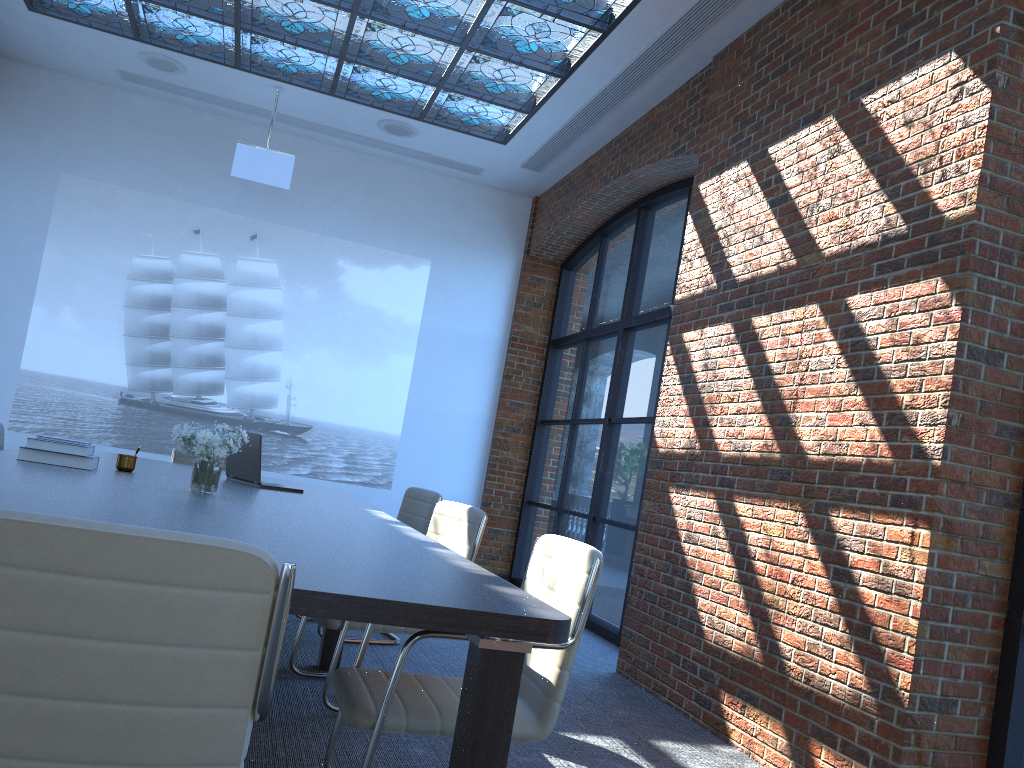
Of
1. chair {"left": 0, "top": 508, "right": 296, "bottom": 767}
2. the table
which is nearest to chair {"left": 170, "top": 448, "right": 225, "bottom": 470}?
the table

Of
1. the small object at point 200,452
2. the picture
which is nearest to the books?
the small object at point 200,452

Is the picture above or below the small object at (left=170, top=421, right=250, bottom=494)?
above

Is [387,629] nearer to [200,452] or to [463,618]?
[200,452]

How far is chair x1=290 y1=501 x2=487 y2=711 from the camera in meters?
3.8

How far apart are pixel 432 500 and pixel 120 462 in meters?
1.8

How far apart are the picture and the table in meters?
2.9

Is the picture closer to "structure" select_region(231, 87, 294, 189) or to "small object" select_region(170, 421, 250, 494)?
"structure" select_region(231, 87, 294, 189)

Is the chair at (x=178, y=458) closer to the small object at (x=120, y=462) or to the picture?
the small object at (x=120, y=462)

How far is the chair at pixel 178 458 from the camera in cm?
597
